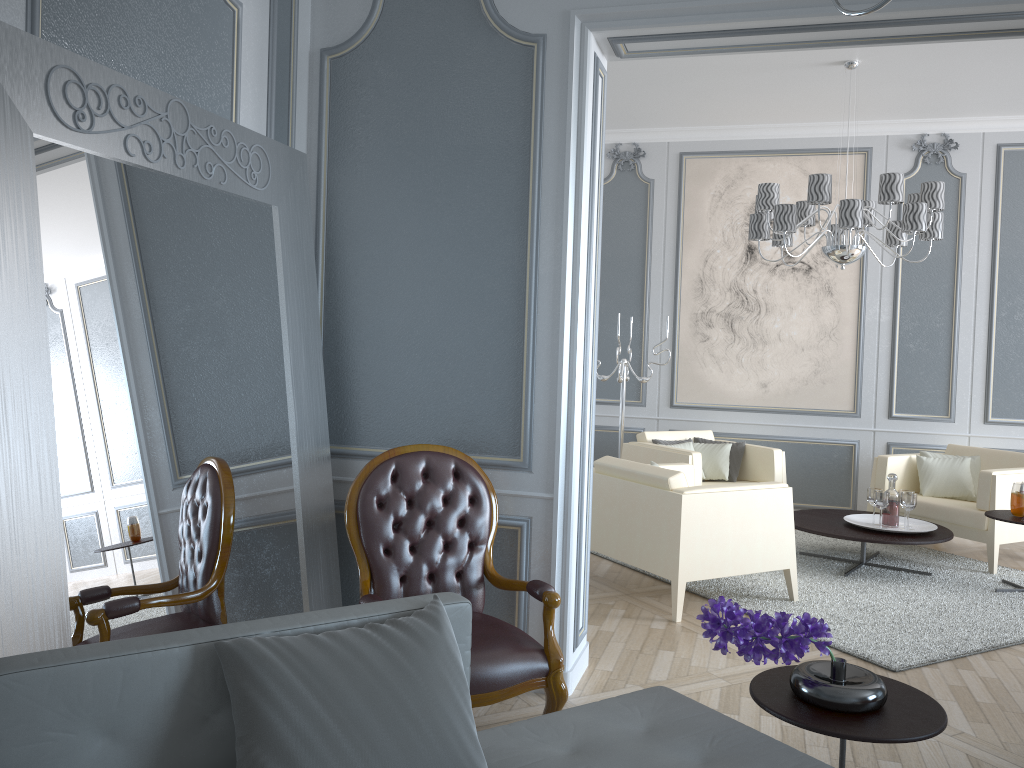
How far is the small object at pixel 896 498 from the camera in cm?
478

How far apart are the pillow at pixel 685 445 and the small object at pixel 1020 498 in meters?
1.9

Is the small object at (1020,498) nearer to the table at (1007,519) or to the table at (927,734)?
the table at (1007,519)

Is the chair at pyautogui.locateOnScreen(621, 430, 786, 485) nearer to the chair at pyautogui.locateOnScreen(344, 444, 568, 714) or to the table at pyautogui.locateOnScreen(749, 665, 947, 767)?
the chair at pyautogui.locateOnScreen(344, 444, 568, 714)

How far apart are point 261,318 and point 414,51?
1.07m

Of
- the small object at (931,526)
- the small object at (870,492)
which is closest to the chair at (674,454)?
the small object at (931,526)

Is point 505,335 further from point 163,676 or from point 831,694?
point 163,676

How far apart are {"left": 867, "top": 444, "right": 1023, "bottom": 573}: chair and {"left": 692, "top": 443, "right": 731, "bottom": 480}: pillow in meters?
0.9

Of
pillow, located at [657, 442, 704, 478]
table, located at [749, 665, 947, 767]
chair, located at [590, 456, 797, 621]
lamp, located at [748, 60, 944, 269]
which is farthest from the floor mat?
lamp, located at [748, 60, 944, 269]

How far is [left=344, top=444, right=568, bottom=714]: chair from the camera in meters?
2.5
